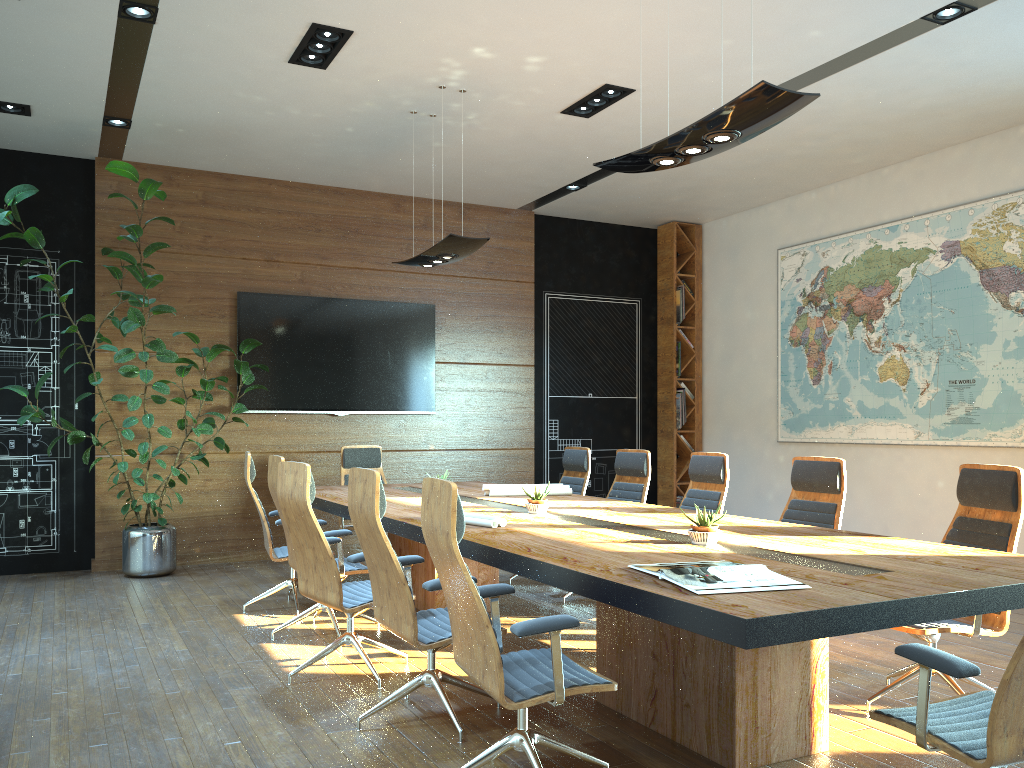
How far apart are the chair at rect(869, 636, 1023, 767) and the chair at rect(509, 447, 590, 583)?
4.6 meters

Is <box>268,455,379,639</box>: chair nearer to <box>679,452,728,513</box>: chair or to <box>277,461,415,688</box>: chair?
<box>277,461,415,688</box>: chair

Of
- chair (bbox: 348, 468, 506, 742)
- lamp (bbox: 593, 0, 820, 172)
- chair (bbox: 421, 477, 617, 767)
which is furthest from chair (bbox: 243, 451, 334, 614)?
lamp (bbox: 593, 0, 820, 172)

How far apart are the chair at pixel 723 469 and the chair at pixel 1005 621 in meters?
1.7 m

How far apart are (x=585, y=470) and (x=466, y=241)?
2.3m

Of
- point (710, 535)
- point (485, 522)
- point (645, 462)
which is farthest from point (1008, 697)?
point (645, 462)

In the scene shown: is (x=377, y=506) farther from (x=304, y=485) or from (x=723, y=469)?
(x=723, y=469)

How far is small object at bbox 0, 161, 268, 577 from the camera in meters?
6.9

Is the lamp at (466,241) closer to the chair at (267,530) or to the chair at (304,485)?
the chair at (267,530)

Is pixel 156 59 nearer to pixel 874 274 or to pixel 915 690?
pixel 915 690
